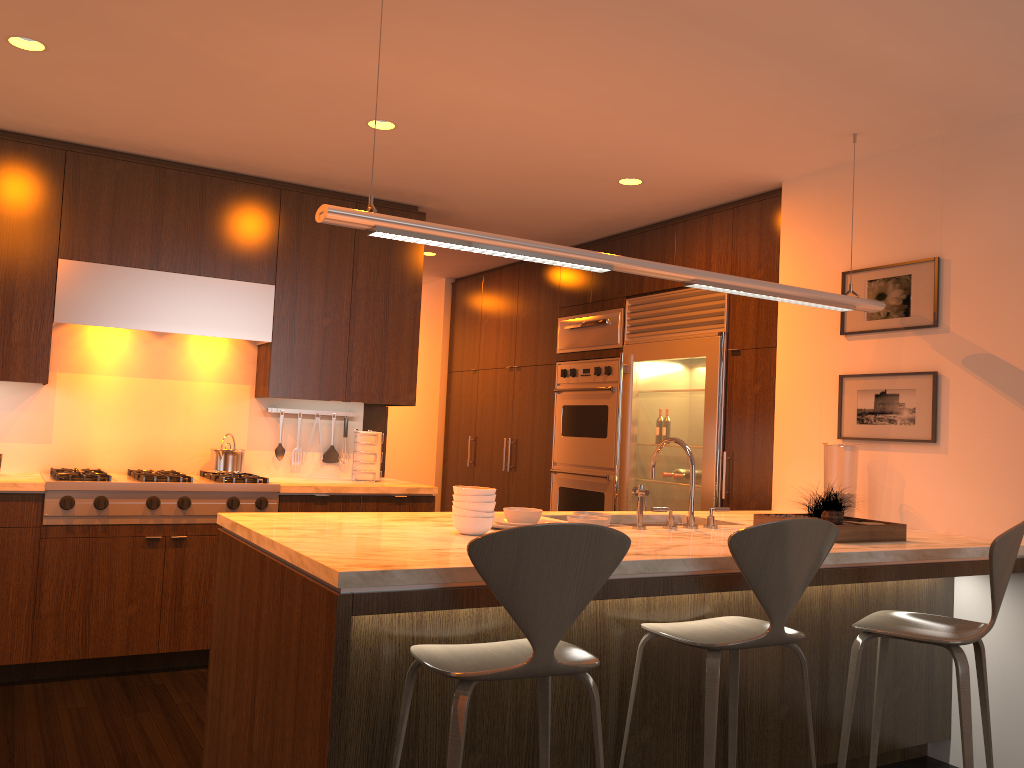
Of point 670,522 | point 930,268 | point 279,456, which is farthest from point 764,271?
point 279,456

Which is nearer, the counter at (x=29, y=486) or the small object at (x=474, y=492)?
the small object at (x=474, y=492)

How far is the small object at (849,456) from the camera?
3.84m

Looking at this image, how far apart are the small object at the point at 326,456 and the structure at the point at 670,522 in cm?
247

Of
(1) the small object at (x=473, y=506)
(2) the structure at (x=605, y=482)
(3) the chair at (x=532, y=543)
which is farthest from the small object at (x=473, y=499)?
(2) the structure at (x=605, y=482)

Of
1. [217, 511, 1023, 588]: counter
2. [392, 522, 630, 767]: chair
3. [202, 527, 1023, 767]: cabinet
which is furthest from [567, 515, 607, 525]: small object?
[392, 522, 630, 767]: chair

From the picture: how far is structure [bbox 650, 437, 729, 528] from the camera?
3.3 meters

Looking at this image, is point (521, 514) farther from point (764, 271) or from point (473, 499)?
point (764, 271)

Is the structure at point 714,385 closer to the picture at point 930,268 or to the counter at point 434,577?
the counter at point 434,577

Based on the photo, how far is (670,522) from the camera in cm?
329
